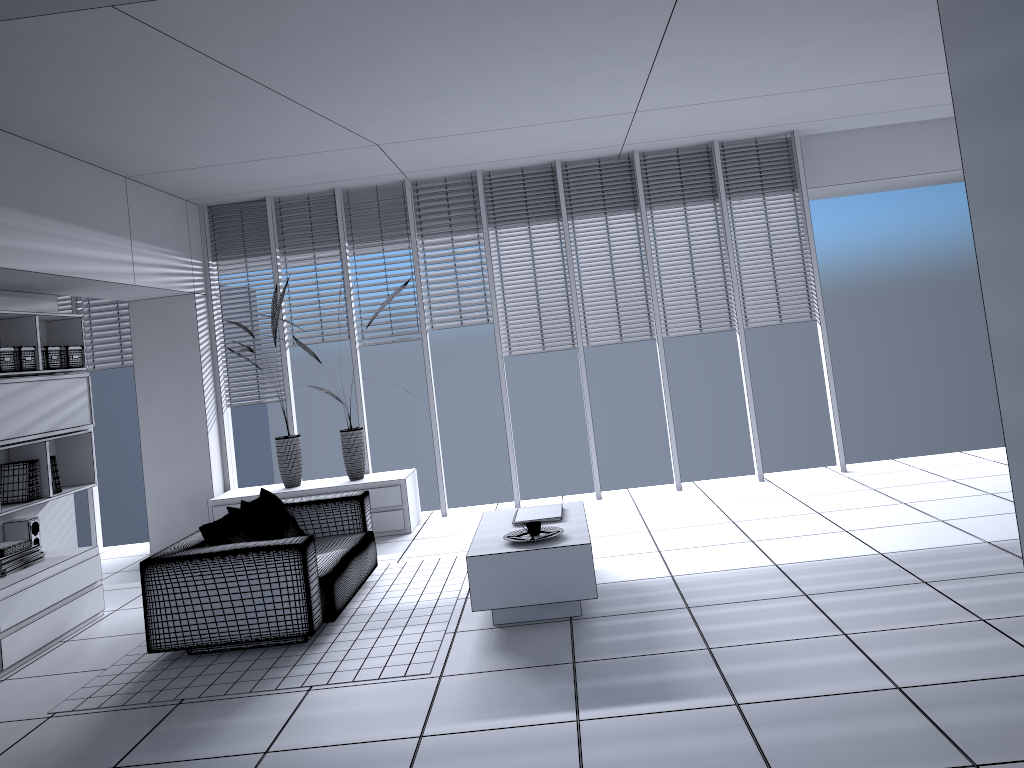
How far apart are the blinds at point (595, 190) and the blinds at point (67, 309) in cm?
478

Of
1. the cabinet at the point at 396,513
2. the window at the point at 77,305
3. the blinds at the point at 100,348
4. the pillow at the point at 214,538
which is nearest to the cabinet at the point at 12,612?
the pillow at the point at 214,538

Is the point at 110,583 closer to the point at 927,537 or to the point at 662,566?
the point at 662,566

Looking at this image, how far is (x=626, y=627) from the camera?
4.48m

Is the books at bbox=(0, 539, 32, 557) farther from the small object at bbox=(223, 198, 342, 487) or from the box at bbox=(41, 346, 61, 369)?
the small object at bbox=(223, 198, 342, 487)

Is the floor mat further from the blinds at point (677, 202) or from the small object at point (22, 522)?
the blinds at point (677, 202)

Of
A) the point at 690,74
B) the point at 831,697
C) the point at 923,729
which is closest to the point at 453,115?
the point at 690,74

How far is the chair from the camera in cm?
470

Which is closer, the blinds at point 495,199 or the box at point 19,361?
the box at point 19,361

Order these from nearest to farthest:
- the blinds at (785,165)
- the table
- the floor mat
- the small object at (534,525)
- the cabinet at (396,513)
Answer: the floor mat < the table < the small object at (534,525) < the cabinet at (396,513) < the blinds at (785,165)
